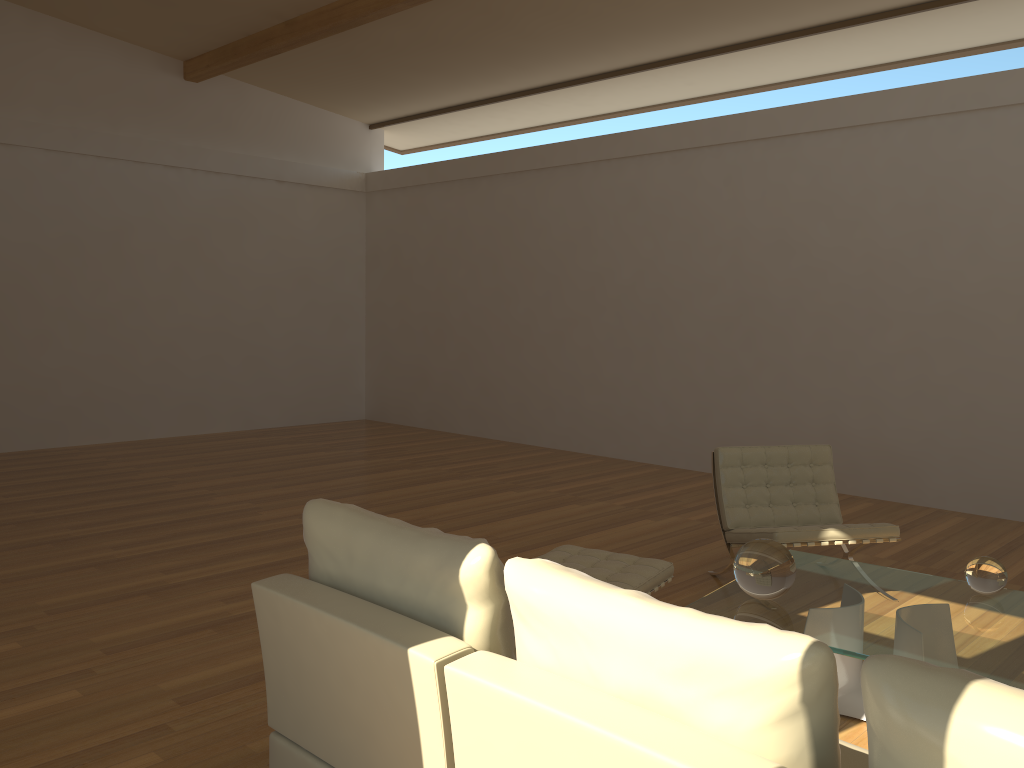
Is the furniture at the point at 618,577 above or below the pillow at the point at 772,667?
below

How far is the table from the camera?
2.99m

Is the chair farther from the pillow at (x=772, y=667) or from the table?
the pillow at (x=772, y=667)

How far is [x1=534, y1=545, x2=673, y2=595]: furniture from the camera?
3.8m

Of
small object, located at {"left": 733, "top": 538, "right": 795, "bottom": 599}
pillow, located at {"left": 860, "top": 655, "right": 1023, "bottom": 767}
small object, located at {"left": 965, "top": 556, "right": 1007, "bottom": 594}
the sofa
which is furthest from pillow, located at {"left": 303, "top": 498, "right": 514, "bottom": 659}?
small object, located at {"left": 965, "top": 556, "right": 1007, "bottom": 594}

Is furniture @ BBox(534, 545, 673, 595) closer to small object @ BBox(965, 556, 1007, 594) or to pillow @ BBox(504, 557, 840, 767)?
small object @ BBox(965, 556, 1007, 594)

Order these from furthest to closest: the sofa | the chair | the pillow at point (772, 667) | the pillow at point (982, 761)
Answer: the chair → the sofa → the pillow at point (772, 667) → the pillow at point (982, 761)

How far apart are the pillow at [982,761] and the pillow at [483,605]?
0.93m

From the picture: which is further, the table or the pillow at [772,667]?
the table

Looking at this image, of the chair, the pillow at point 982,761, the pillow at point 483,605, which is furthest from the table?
the pillow at point 982,761
